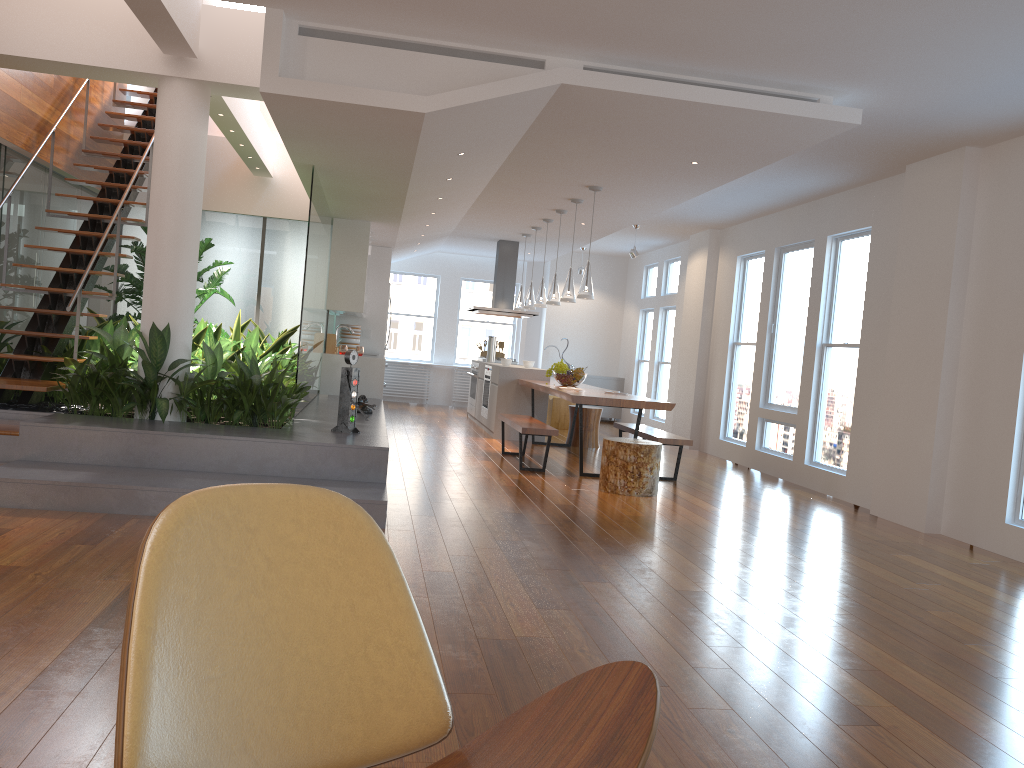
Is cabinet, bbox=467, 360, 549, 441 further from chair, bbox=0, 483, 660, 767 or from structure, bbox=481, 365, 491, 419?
chair, bbox=0, 483, 660, 767

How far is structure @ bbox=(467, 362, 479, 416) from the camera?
12.2m

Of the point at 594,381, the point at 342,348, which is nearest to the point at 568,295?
the point at 342,348

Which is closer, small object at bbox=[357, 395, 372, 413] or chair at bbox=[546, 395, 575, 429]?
small object at bbox=[357, 395, 372, 413]

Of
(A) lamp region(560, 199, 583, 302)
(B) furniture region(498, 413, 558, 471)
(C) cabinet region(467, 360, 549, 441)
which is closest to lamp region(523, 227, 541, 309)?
(C) cabinet region(467, 360, 549, 441)

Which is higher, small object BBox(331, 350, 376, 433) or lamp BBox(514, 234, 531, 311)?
lamp BBox(514, 234, 531, 311)

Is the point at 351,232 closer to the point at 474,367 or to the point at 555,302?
the point at 555,302

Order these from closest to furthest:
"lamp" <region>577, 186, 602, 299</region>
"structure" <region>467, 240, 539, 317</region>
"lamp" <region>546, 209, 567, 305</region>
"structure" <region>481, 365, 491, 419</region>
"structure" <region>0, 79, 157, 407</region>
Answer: "structure" <region>0, 79, 157, 407</region>
"lamp" <region>577, 186, 602, 299</region>
"lamp" <region>546, 209, 567, 305</region>
"structure" <region>481, 365, 491, 419</region>
"structure" <region>467, 240, 539, 317</region>

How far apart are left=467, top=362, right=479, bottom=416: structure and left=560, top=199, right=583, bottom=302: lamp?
3.68m

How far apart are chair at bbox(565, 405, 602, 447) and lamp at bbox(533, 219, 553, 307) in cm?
→ 128
